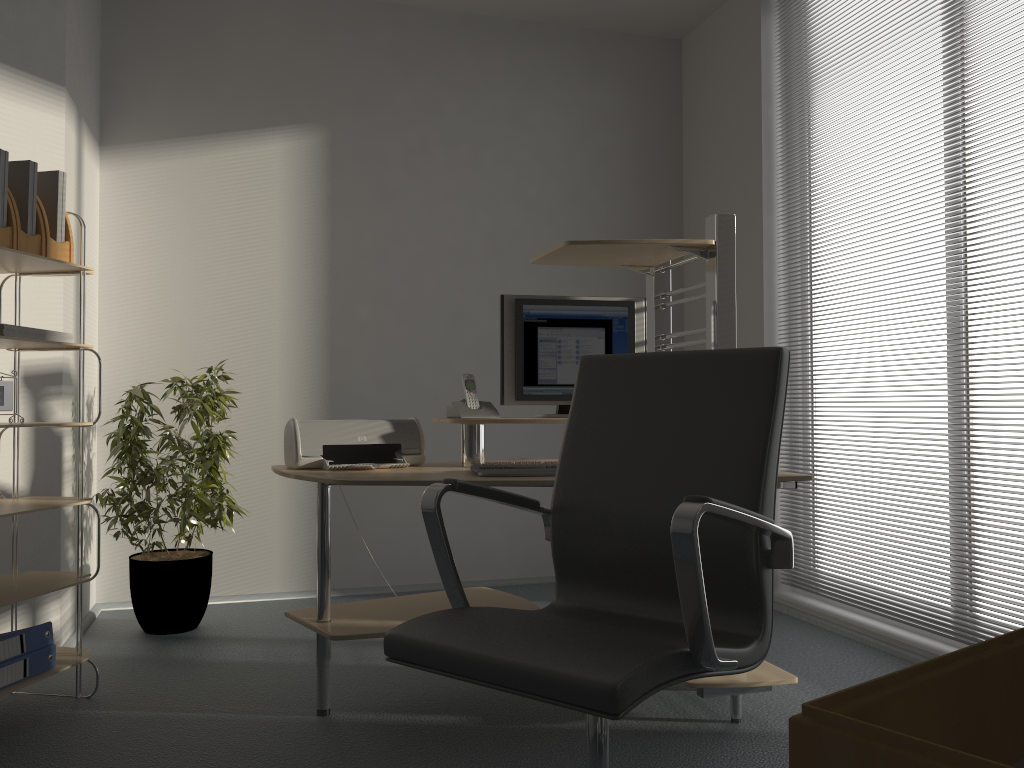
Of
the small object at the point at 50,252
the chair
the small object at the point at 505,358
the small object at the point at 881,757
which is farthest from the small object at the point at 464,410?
the small object at the point at 881,757

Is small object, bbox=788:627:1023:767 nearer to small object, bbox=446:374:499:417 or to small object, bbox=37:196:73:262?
small object, bbox=446:374:499:417

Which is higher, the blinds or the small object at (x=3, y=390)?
the blinds

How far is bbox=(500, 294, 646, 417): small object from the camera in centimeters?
300cm

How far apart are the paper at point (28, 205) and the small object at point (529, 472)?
1.5 meters

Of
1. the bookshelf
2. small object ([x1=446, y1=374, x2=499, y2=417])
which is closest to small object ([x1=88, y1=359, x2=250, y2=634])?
the bookshelf

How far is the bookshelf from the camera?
2.6 meters

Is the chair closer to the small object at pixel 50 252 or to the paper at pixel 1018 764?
the paper at pixel 1018 764

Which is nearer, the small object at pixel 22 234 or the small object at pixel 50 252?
the small object at pixel 22 234

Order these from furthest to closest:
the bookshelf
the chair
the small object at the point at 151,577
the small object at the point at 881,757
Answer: the small object at the point at 151,577, the bookshelf, the chair, the small object at the point at 881,757
